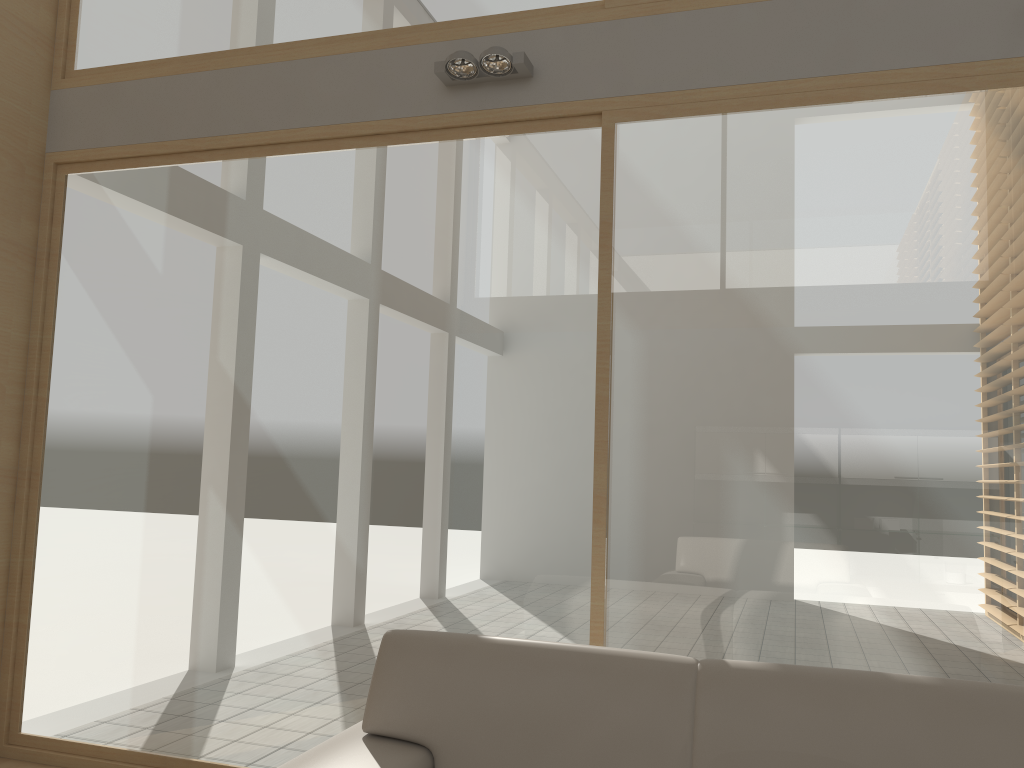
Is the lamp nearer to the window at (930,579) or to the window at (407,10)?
the window at (407,10)

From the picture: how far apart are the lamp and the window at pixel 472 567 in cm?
23

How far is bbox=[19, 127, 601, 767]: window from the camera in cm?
331

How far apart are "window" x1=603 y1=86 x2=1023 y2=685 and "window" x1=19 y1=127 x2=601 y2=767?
0.1m

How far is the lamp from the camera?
3.3 meters

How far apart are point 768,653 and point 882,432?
0.82m

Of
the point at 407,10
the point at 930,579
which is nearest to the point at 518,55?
the point at 407,10

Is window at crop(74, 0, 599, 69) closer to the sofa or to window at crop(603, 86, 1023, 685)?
window at crop(603, 86, 1023, 685)

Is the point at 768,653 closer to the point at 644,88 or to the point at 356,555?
the point at 356,555

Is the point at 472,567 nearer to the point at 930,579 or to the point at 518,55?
the point at 930,579
